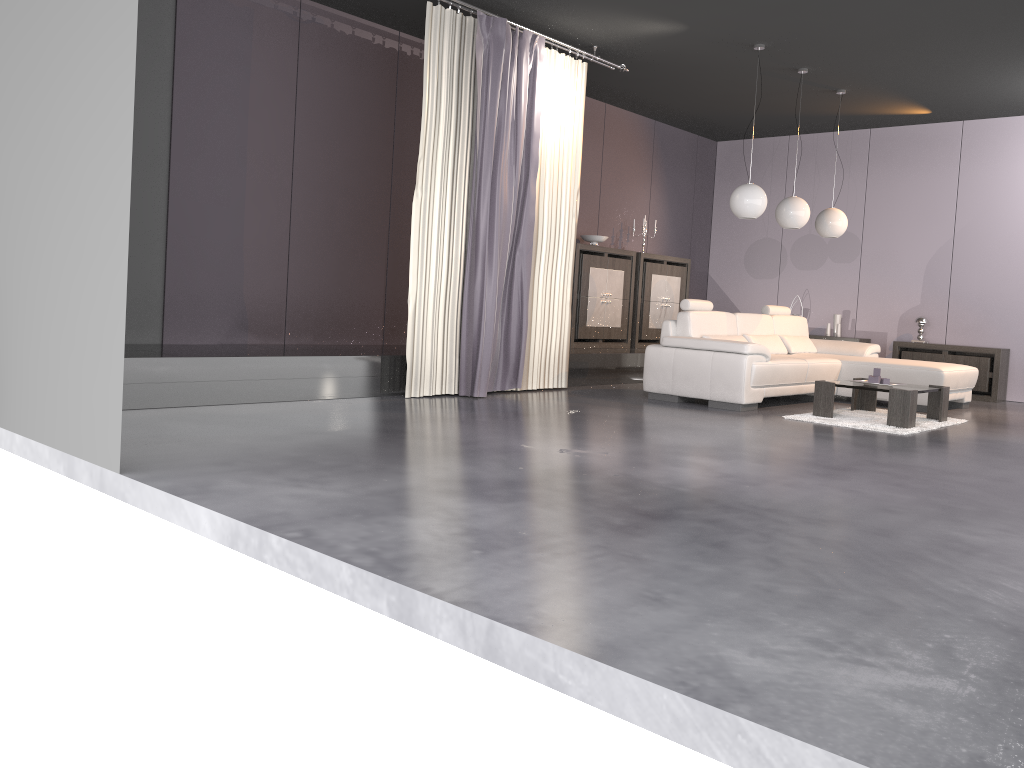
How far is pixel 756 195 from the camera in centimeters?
725cm

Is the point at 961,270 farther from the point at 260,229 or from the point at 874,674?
the point at 874,674

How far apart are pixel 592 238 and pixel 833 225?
2.39m

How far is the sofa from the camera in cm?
689

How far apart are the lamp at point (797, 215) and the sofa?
0.87m

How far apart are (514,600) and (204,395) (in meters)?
→ 3.72

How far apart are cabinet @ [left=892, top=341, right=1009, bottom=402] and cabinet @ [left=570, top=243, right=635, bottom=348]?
2.9m

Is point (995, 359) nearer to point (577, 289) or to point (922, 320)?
point (922, 320)

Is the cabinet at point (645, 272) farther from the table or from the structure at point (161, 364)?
the table

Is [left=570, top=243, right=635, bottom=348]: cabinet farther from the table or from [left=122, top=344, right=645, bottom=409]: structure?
the table
